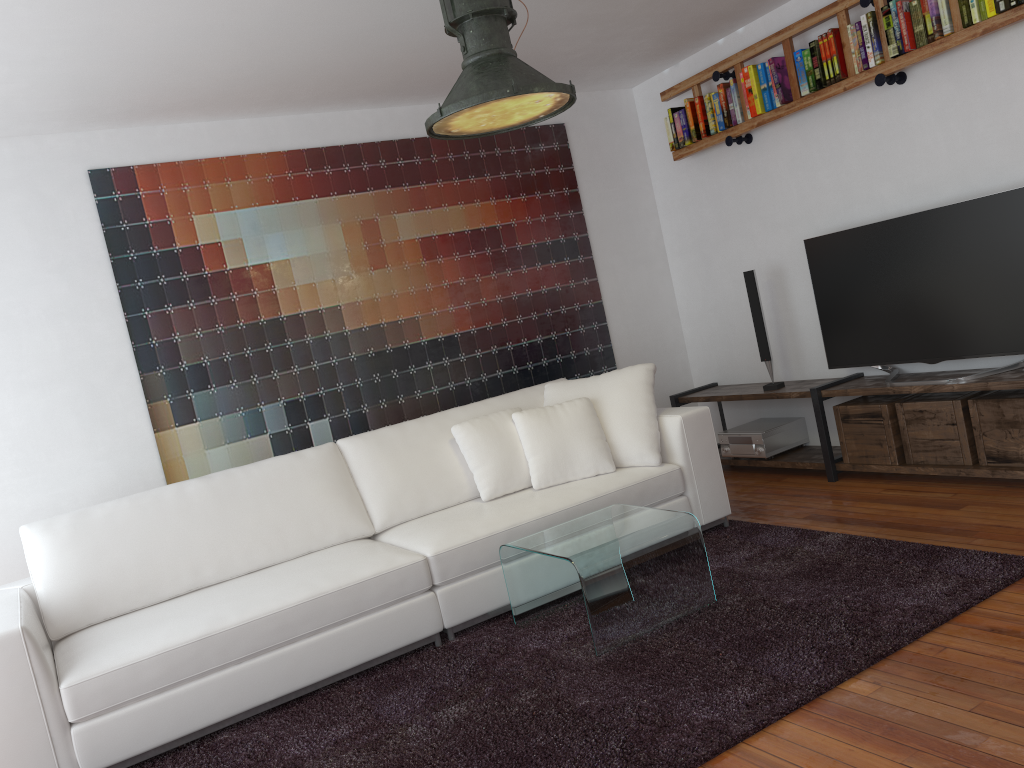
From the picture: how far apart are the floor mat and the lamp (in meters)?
1.92

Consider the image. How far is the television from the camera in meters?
3.8

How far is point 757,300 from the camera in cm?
499

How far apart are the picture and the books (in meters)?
0.64

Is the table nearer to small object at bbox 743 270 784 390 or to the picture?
the picture

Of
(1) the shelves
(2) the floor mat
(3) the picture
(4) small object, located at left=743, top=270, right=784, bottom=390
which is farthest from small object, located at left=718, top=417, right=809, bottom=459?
(2) the floor mat

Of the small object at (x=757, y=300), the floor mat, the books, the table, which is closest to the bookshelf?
the books

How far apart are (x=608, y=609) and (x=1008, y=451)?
2.1 meters

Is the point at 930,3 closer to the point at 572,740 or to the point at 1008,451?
the point at 1008,451

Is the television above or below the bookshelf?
below
